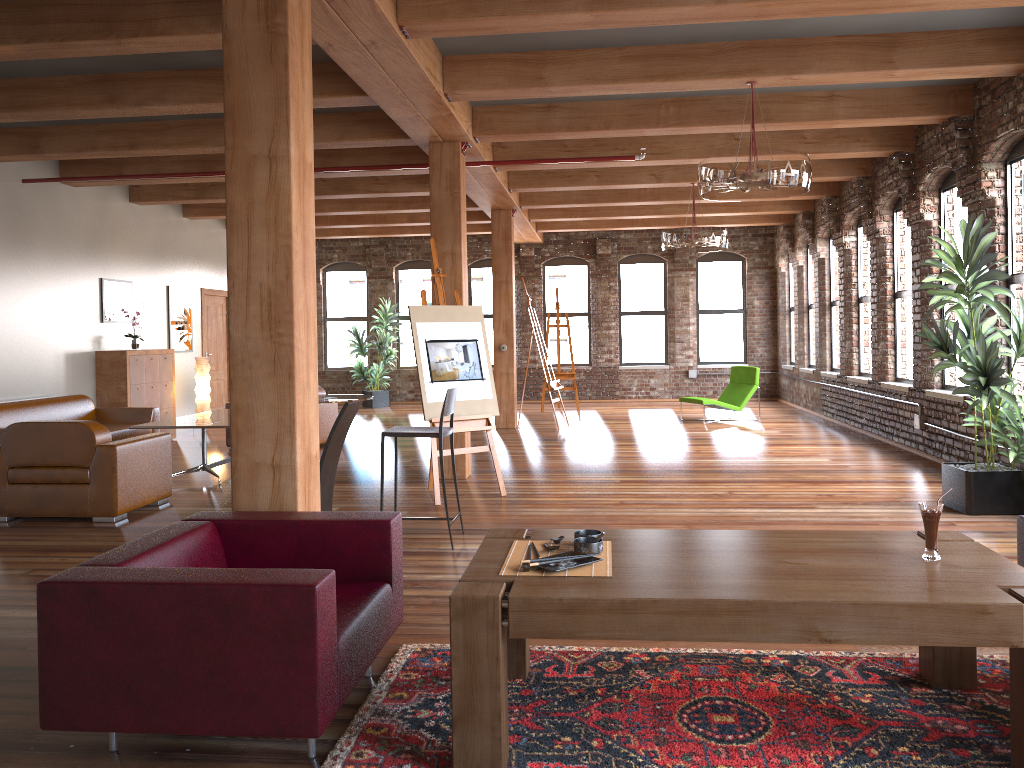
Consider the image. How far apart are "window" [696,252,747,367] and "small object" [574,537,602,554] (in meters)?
14.39

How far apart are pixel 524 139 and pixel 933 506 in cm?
603

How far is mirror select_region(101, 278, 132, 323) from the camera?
10.9 meters

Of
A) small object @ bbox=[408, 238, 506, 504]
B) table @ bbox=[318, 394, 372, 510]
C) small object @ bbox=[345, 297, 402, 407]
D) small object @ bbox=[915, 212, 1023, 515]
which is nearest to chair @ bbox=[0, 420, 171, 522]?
table @ bbox=[318, 394, 372, 510]

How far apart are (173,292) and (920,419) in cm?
977

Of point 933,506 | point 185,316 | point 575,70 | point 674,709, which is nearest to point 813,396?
point 575,70

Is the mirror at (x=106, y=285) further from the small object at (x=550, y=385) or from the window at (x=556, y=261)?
the window at (x=556, y=261)

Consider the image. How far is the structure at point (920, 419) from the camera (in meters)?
9.02

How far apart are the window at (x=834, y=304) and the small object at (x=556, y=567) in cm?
1053

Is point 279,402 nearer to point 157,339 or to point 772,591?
point 772,591
